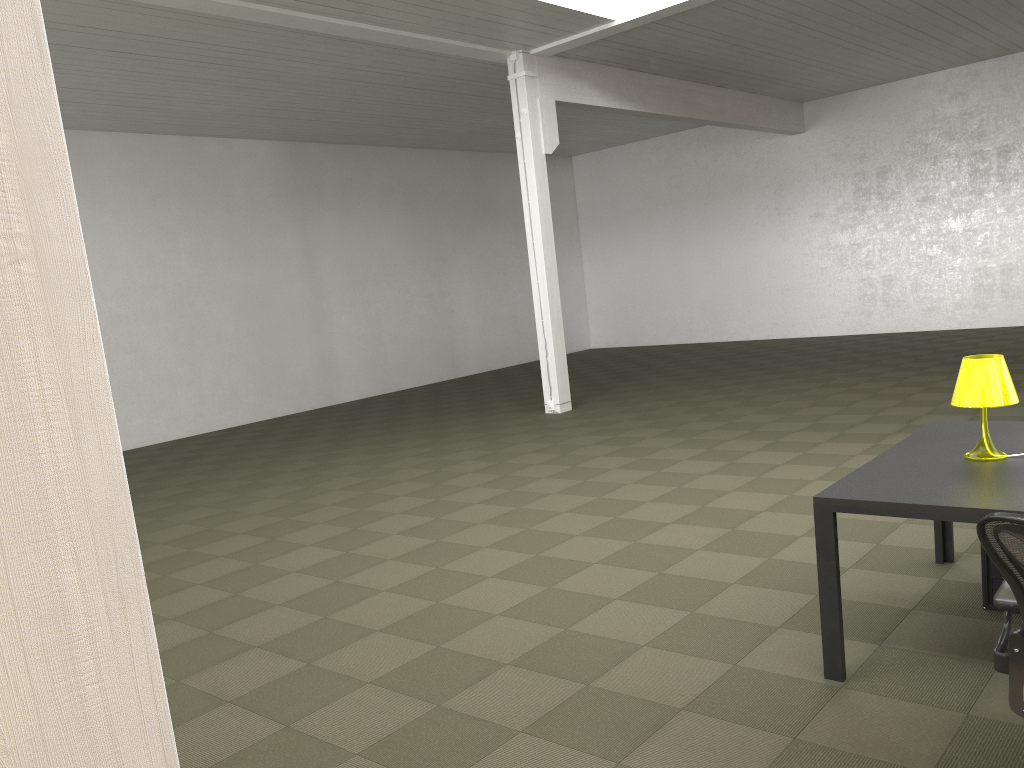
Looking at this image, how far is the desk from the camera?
3.2 meters

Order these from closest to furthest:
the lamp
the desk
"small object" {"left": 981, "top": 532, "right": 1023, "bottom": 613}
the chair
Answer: the chair
the desk
the lamp
"small object" {"left": 981, "top": 532, "right": 1023, "bottom": 613}

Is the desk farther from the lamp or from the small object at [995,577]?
the small object at [995,577]

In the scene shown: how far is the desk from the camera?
3.2m

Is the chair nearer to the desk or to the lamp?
the desk

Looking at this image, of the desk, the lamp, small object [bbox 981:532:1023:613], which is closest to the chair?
the desk

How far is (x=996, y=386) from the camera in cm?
363

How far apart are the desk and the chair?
0.52m

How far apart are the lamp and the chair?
1.2m

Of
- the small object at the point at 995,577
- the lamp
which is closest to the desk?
the lamp
